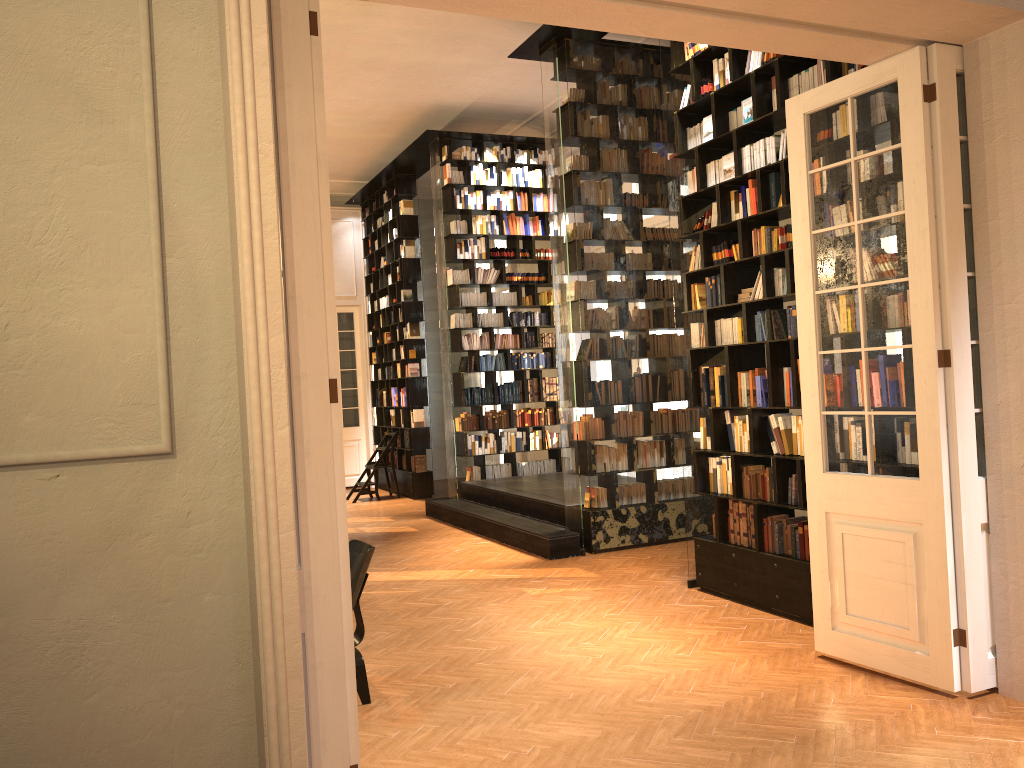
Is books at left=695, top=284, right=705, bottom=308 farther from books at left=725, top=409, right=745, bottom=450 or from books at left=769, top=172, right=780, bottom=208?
books at left=769, top=172, right=780, bottom=208

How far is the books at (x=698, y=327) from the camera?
6.7 meters

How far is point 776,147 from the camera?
5.8 meters

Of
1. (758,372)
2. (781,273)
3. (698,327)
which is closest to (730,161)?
(781,273)

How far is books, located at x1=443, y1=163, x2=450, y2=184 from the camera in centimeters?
1167cm

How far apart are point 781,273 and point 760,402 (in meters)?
0.91

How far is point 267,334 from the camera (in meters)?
2.63

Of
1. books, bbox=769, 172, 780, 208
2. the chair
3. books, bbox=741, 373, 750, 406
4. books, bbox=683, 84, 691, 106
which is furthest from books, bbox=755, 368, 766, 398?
the chair

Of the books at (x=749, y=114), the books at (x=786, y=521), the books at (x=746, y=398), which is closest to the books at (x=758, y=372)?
the books at (x=746, y=398)

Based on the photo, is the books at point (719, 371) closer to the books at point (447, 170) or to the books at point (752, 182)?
the books at point (752, 182)
